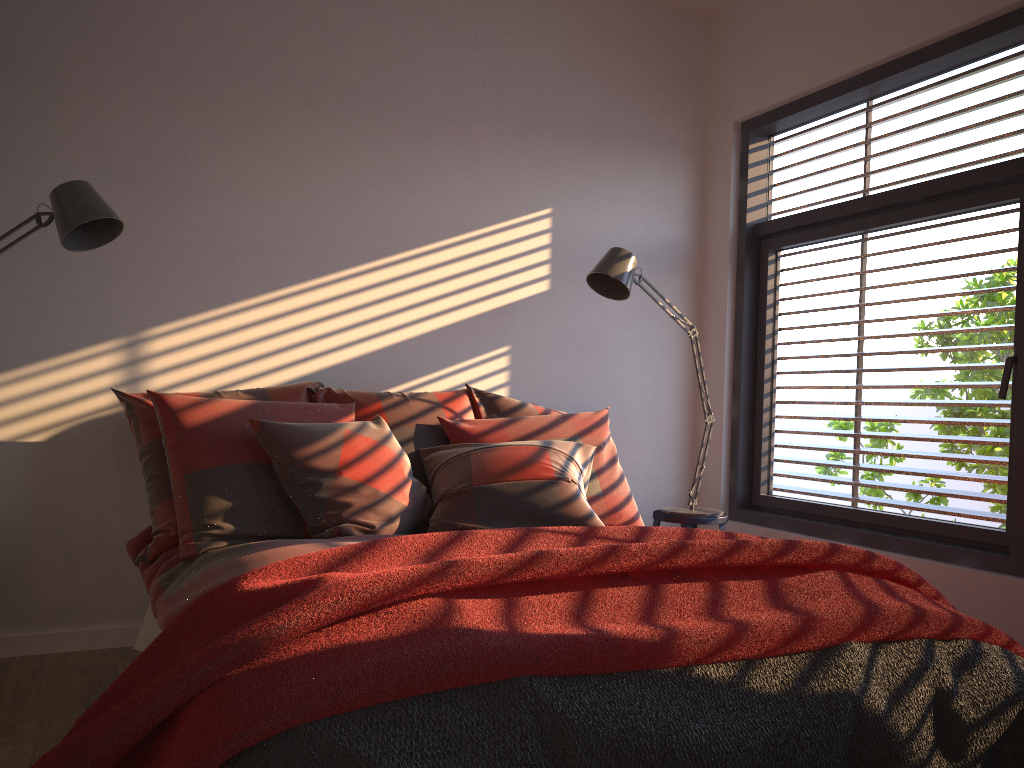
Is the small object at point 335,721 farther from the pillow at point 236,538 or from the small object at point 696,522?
the small object at point 696,522

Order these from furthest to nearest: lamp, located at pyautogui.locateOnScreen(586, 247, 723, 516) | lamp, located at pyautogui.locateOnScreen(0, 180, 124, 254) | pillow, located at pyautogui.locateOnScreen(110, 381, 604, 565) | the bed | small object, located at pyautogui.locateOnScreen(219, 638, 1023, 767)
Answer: lamp, located at pyautogui.locateOnScreen(586, 247, 723, 516) < pillow, located at pyautogui.locateOnScreen(110, 381, 604, 565) < lamp, located at pyautogui.locateOnScreen(0, 180, 124, 254) < the bed < small object, located at pyautogui.locateOnScreen(219, 638, 1023, 767)

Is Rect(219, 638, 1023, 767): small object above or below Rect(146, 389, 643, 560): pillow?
below

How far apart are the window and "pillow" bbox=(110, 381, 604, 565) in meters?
1.1

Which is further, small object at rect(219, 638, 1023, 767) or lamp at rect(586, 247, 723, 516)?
lamp at rect(586, 247, 723, 516)

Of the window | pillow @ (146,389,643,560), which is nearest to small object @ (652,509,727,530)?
the window

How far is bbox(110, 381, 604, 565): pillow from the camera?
2.81m

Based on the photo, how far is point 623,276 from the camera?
3.6m

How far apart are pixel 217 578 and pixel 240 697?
0.93m

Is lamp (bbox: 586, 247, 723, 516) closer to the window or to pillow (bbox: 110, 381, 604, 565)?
the window
